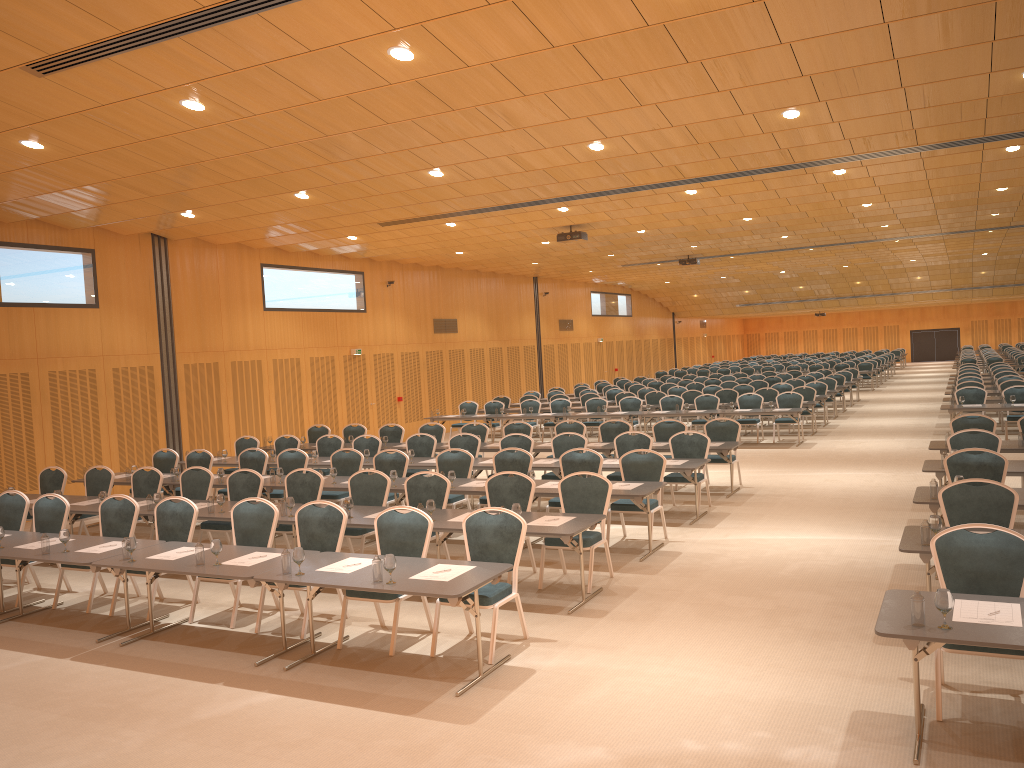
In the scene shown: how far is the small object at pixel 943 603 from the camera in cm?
483

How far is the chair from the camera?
7.0m

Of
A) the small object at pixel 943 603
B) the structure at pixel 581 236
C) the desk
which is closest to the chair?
the desk

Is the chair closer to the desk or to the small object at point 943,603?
the desk

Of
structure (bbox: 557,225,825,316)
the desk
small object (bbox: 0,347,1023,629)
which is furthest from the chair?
structure (bbox: 557,225,825,316)

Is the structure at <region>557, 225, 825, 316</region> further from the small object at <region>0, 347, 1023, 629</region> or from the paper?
the paper

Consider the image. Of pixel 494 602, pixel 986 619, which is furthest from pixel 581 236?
pixel 986 619

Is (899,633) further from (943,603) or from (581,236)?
→ (581,236)

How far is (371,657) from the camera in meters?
7.2

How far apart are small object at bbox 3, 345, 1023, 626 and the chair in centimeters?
70cm
